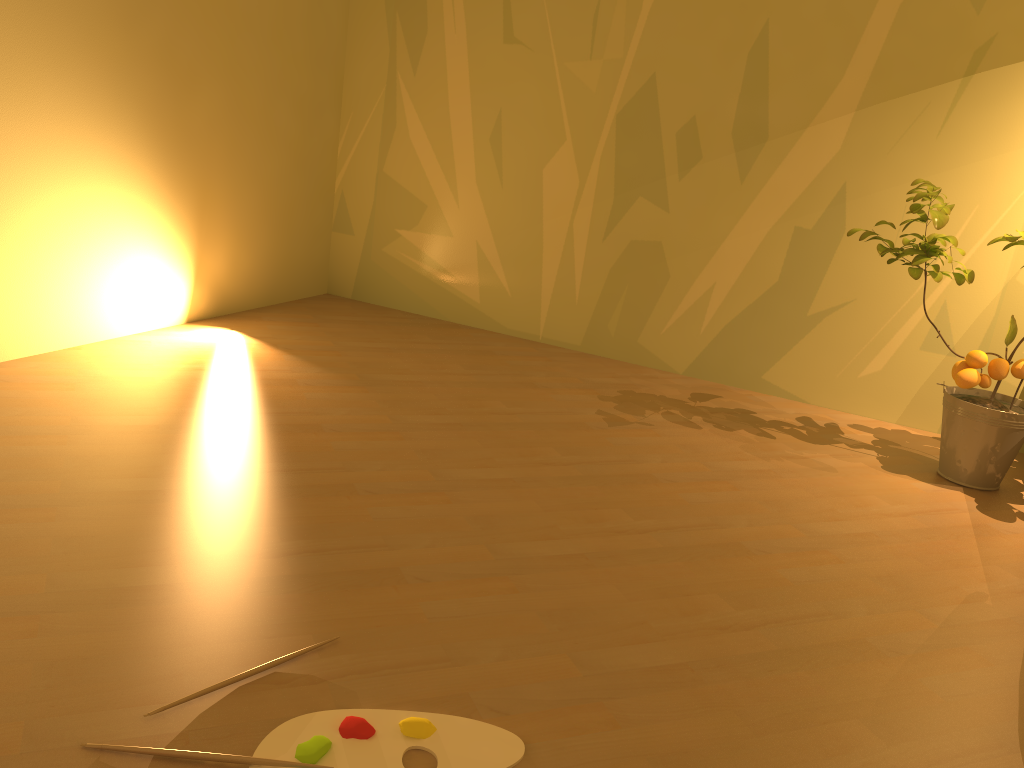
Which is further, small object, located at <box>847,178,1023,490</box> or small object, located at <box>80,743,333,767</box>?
small object, located at <box>847,178,1023,490</box>

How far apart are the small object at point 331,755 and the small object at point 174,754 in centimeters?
2cm

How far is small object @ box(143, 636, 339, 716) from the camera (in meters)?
1.27

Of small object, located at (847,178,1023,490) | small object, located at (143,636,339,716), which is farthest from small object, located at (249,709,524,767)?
small object, located at (847,178,1023,490)

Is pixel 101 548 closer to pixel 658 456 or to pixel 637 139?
pixel 658 456

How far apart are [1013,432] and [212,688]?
2.24m

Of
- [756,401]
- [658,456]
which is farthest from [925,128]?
[658,456]

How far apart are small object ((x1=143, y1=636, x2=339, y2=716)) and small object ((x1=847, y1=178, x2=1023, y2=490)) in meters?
2.0 m

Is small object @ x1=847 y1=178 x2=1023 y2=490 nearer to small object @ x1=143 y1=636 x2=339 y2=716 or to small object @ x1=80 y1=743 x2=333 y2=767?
small object @ x1=143 y1=636 x2=339 y2=716

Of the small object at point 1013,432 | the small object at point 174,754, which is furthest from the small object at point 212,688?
the small object at point 1013,432
